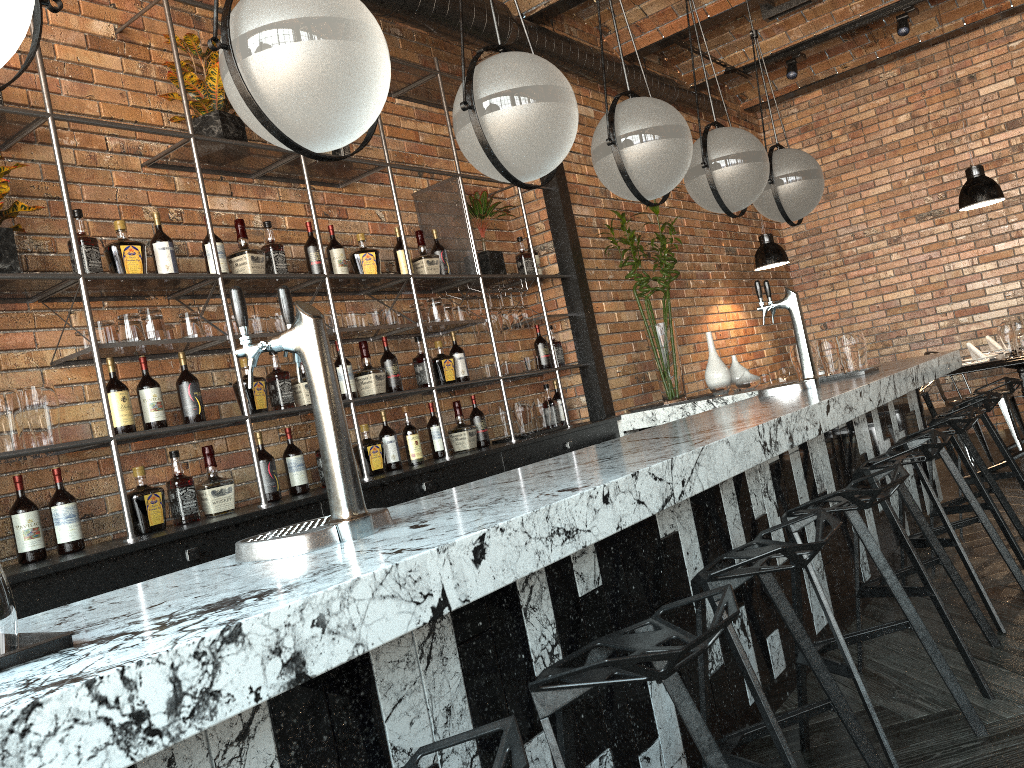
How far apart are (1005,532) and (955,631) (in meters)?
1.21

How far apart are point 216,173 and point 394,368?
1.2m

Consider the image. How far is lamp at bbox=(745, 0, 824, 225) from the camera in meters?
4.0

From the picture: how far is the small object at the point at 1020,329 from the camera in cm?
592

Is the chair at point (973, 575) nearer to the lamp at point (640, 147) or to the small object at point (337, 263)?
the lamp at point (640, 147)

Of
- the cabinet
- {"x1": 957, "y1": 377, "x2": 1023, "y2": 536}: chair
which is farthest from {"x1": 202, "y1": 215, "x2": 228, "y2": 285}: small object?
{"x1": 957, "y1": 377, "x2": 1023, "y2": 536}: chair

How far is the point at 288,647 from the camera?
1.1 meters

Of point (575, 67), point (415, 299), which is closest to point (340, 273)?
point (415, 299)

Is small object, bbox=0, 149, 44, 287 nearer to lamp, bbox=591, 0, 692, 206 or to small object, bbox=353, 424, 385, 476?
small object, bbox=353, 424, 385, 476

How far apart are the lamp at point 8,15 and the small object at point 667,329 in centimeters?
429cm
